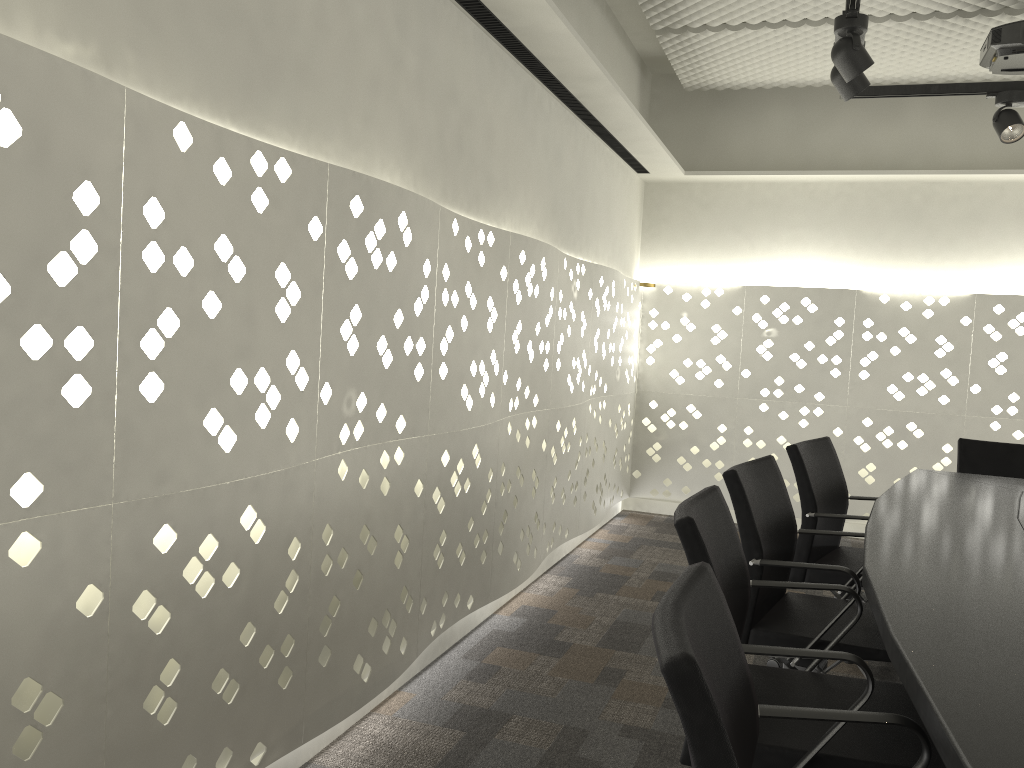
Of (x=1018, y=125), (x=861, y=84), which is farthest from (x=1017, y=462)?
(x=861, y=84)

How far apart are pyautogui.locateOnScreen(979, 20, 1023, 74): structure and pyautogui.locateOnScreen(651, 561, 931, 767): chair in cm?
316

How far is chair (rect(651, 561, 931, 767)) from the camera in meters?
0.9 m

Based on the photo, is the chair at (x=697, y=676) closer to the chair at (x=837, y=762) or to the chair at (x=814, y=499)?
the chair at (x=837, y=762)

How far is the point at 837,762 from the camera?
1.5m

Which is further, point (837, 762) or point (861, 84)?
point (861, 84)

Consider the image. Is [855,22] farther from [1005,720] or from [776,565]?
[1005,720]

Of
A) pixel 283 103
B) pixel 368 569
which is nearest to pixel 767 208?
pixel 368 569

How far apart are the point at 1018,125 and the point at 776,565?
2.2m

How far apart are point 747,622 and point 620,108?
2.3m
